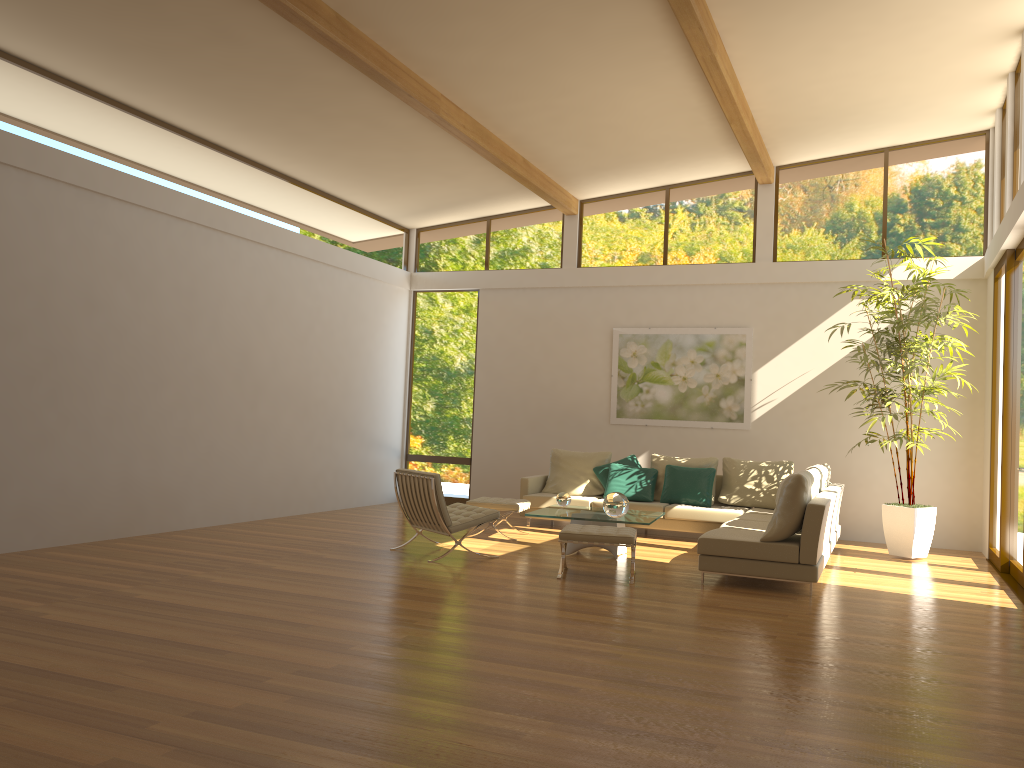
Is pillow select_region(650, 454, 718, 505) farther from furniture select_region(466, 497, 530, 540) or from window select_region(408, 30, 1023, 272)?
window select_region(408, 30, 1023, 272)

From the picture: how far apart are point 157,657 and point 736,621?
3.5 meters

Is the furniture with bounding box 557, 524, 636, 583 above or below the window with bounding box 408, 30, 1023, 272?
below

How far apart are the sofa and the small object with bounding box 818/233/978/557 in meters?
0.5 m

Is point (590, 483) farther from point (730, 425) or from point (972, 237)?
point (972, 237)

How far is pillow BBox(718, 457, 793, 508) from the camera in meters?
10.1 m

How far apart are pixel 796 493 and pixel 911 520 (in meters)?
2.89

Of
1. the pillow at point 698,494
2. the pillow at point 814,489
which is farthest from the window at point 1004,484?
the pillow at point 698,494

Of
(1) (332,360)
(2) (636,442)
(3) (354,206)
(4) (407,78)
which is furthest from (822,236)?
(1) (332,360)

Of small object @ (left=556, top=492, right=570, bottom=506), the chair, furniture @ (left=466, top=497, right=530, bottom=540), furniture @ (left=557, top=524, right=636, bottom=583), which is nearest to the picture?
furniture @ (left=466, top=497, right=530, bottom=540)
